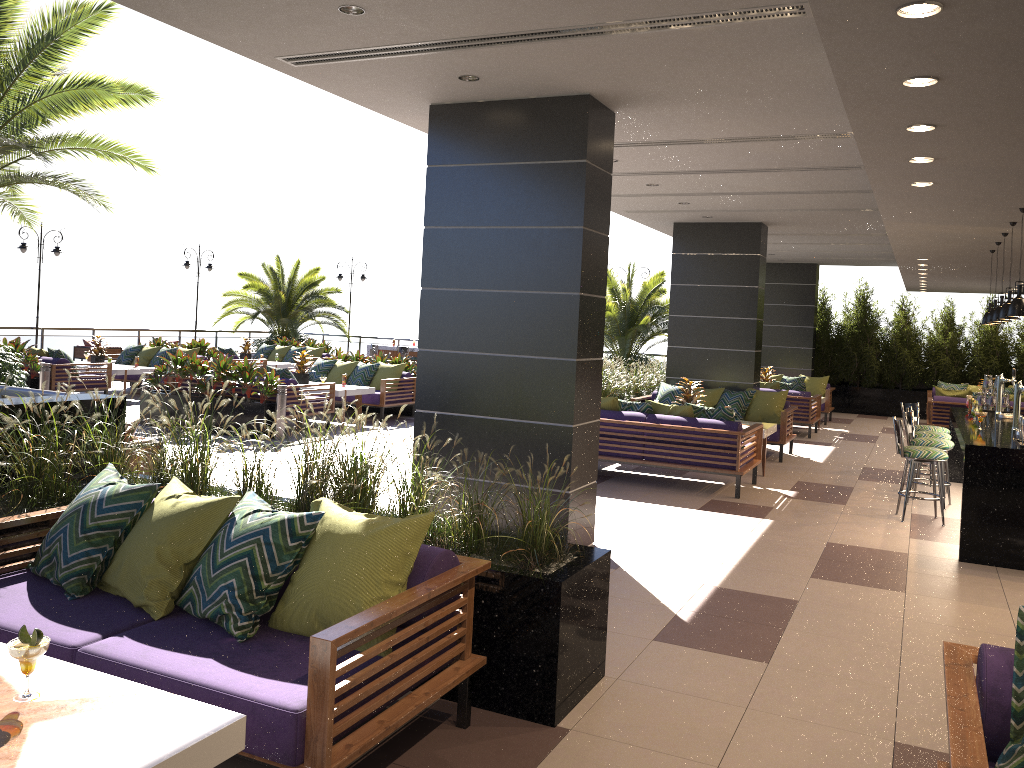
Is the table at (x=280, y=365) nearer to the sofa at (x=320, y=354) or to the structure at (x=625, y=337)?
the sofa at (x=320, y=354)

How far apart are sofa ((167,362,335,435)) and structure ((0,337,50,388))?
2.7 meters

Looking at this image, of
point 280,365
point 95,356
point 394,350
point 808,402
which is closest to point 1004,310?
point 808,402

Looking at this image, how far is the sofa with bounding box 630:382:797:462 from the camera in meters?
11.6

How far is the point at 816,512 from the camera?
8.5m

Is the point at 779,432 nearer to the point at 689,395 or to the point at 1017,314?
the point at 689,395

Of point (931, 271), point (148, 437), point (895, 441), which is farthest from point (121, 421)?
point (931, 271)

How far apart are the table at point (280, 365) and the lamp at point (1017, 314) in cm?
1443

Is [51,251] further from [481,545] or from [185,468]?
[481,545]

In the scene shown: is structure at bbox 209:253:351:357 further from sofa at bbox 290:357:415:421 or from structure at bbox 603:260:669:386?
sofa at bbox 290:357:415:421
